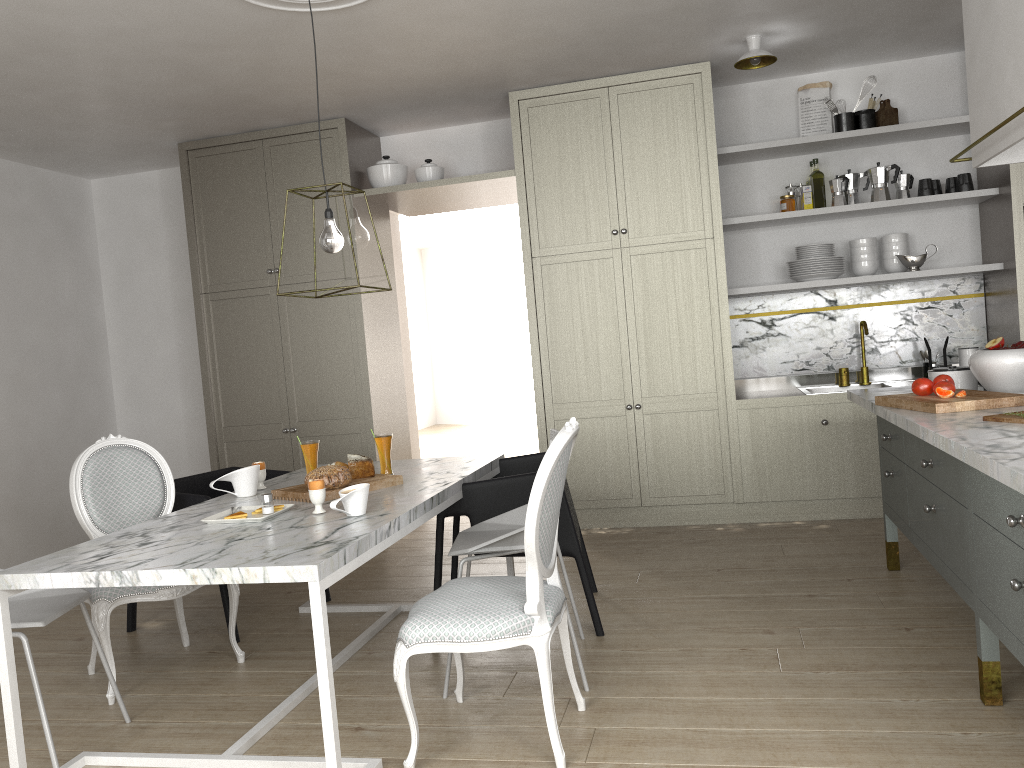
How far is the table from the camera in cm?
200

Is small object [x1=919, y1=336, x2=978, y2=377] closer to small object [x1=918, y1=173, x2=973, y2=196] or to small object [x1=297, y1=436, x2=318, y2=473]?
small object [x1=918, y1=173, x2=973, y2=196]

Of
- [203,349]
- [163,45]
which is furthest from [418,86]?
[203,349]

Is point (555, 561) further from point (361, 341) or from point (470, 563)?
point (361, 341)

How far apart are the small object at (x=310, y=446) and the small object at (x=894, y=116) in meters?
3.5 m

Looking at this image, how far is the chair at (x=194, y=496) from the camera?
3.37m

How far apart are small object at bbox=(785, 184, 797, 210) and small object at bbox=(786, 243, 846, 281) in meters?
0.3

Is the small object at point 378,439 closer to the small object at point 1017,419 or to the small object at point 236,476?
the small object at point 236,476

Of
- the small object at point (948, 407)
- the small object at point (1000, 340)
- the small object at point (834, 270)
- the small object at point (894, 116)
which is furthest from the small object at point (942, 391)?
the small object at point (894, 116)

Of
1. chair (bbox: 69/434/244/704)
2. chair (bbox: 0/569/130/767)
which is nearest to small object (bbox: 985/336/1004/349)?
chair (bbox: 69/434/244/704)
